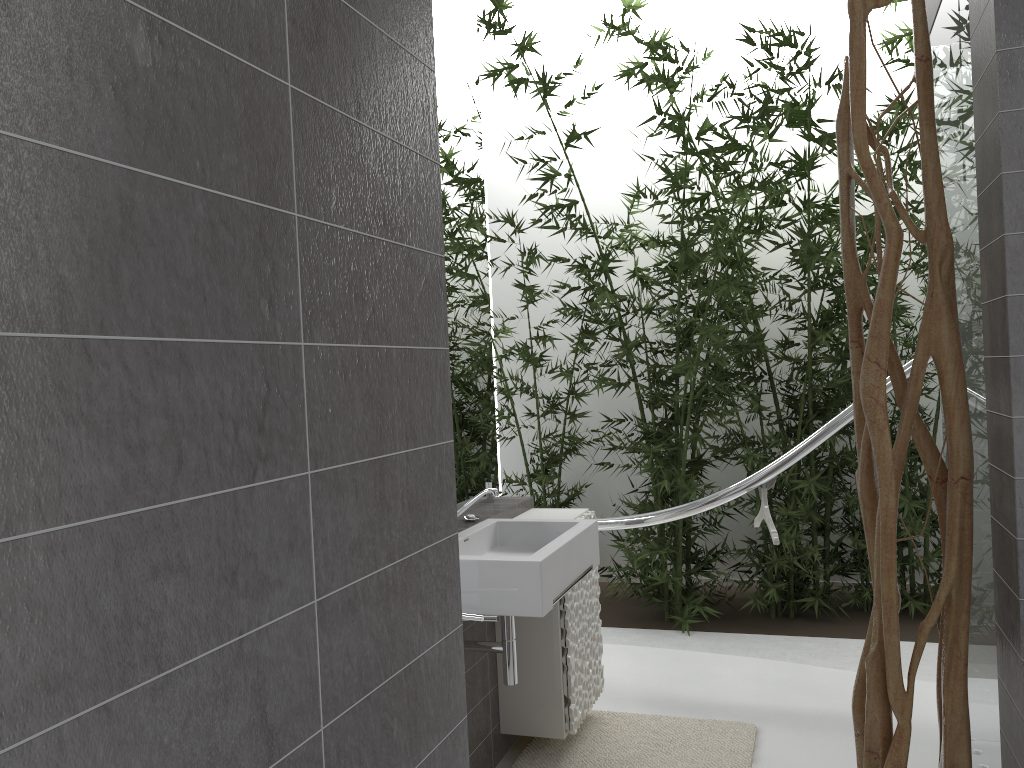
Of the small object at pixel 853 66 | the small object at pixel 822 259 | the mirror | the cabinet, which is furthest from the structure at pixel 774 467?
the small object at pixel 853 66

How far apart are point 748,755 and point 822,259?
2.9m

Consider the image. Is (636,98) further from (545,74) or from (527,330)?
(527,330)

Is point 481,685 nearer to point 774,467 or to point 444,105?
point 774,467

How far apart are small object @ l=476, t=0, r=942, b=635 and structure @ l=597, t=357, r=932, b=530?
1.0m

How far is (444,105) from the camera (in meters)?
3.18

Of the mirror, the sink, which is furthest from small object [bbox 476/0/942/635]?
the mirror

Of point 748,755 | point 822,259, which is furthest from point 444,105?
point 822,259

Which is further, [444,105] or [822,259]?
[822,259]

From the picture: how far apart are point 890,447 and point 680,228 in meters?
3.6 m
